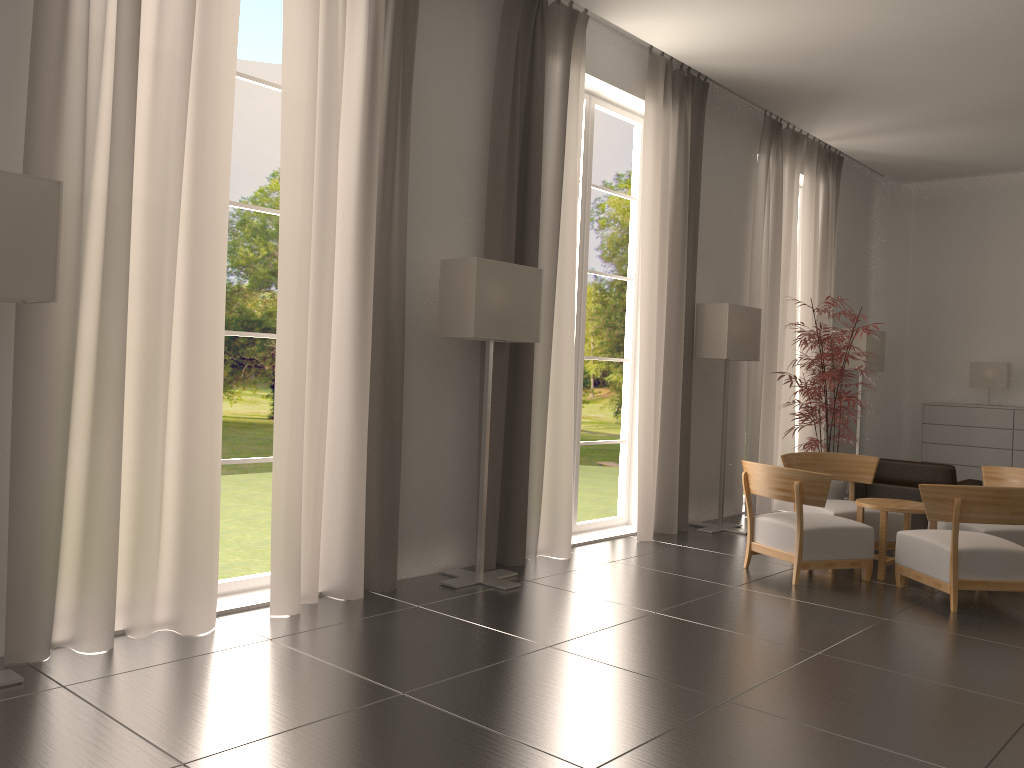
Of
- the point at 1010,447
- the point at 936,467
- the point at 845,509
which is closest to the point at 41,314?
the point at 845,509

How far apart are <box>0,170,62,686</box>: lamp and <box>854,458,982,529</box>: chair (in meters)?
10.98

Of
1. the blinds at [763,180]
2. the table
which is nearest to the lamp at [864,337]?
the blinds at [763,180]

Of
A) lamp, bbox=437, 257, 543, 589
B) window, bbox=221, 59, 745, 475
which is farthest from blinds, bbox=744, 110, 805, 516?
window, bbox=221, 59, 745, 475

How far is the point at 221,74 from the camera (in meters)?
6.85

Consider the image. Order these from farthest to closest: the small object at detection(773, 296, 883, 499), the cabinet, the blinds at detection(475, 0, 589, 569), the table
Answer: the cabinet
the small object at detection(773, 296, 883, 499)
the table
the blinds at detection(475, 0, 589, 569)

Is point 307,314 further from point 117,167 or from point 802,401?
point 802,401

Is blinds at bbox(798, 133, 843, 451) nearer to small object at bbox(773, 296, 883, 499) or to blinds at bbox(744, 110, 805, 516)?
blinds at bbox(744, 110, 805, 516)

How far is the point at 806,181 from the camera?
15.2 meters

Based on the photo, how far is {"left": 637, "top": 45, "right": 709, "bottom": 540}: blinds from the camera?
11.47m
